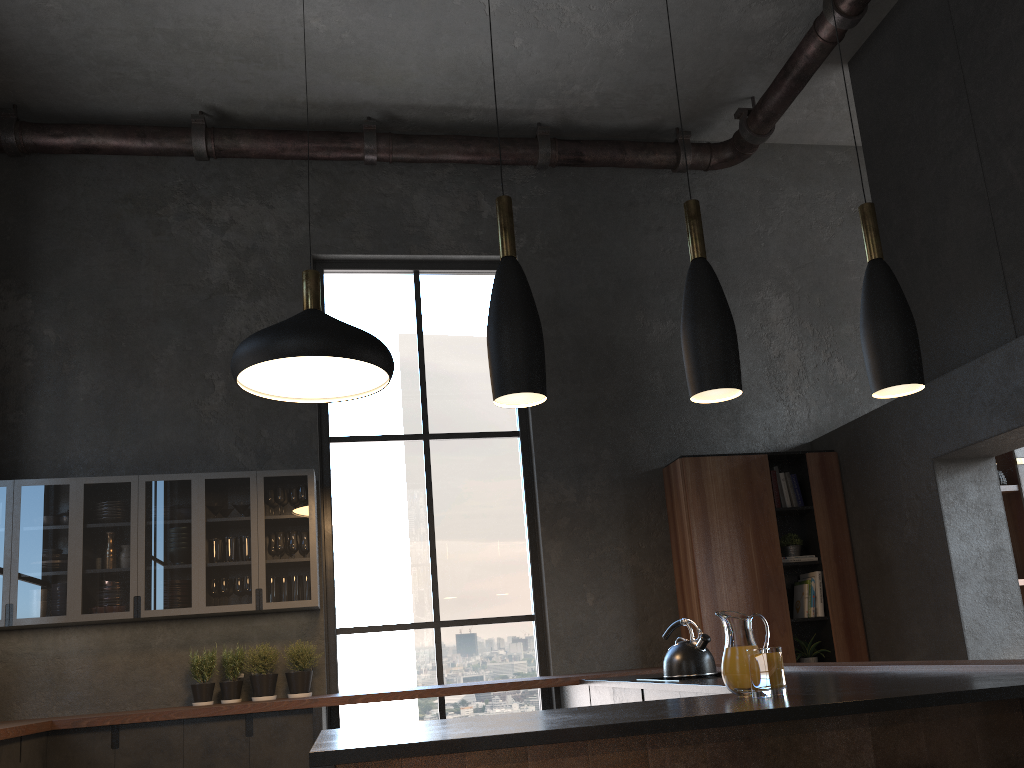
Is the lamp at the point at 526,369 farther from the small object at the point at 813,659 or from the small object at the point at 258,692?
the small object at the point at 813,659

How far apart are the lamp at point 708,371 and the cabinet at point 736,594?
3.4 meters

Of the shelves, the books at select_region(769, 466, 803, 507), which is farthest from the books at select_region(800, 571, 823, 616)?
the shelves

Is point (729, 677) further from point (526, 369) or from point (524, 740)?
point (526, 369)

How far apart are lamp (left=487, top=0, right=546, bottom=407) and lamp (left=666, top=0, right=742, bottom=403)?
0.4m

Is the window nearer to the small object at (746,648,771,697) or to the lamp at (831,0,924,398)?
the small object at (746,648,771,697)

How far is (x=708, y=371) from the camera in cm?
253

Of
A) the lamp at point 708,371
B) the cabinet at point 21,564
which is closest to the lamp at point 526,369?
the lamp at point 708,371

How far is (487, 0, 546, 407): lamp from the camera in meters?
2.4 m

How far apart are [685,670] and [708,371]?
2.1m
